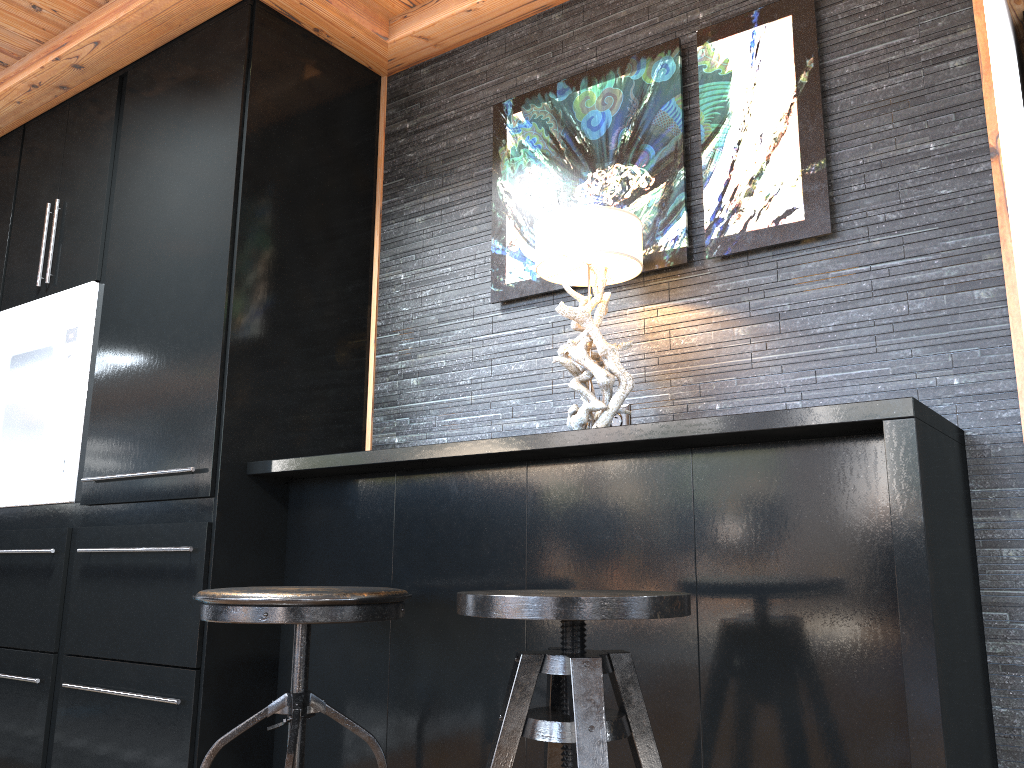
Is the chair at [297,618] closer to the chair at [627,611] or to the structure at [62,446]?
the chair at [627,611]

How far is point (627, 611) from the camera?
1.2 meters

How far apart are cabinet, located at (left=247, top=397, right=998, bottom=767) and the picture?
0.5m

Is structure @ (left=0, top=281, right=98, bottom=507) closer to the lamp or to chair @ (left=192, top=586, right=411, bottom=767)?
chair @ (left=192, top=586, right=411, bottom=767)

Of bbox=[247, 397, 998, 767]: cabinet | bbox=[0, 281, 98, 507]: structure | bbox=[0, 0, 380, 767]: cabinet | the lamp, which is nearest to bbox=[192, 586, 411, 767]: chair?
bbox=[247, 397, 998, 767]: cabinet

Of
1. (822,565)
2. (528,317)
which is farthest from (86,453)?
(822,565)

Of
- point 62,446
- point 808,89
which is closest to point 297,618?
point 62,446

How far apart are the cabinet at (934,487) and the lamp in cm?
8

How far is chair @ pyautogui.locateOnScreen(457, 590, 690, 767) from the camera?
1.22m

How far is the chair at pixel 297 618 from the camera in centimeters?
165cm
